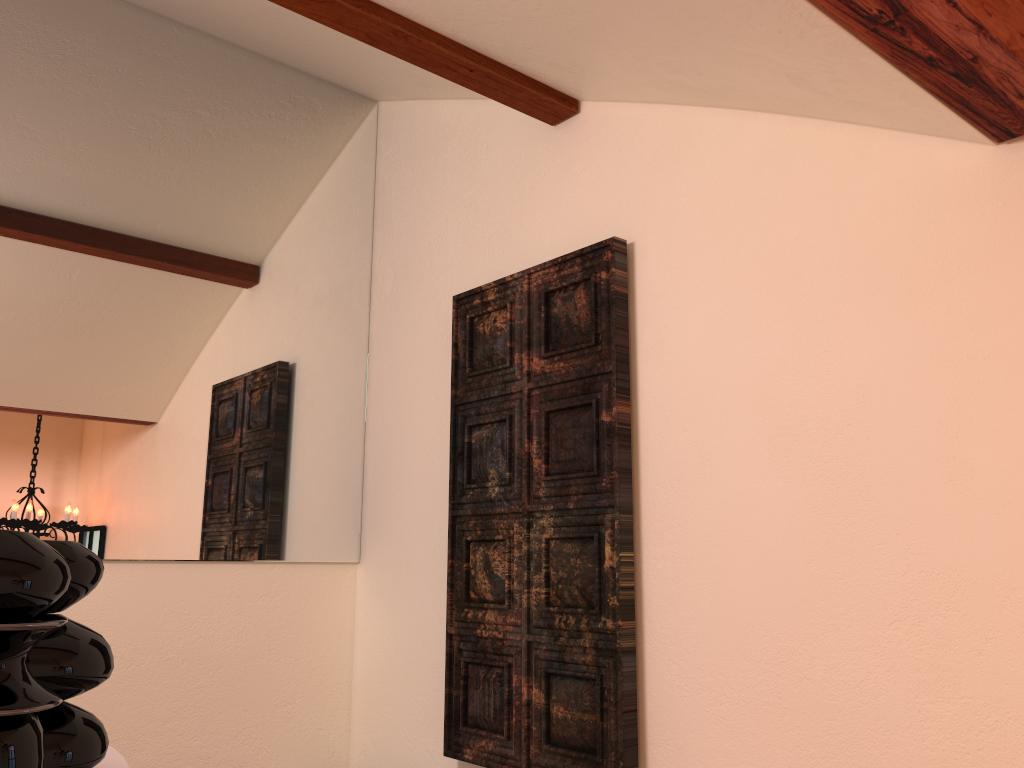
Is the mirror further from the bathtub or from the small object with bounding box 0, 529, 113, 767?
the small object with bounding box 0, 529, 113, 767

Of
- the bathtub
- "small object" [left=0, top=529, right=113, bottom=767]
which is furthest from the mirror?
"small object" [left=0, top=529, right=113, bottom=767]

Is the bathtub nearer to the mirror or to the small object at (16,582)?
the small object at (16,582)

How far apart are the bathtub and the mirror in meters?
1.6

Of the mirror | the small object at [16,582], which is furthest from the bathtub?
the mirror

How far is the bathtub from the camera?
0.81m

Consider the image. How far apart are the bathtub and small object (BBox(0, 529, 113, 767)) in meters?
0.1 m

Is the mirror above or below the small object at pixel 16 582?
above

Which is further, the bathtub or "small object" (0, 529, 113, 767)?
the bathtub

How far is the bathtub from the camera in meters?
0.8
